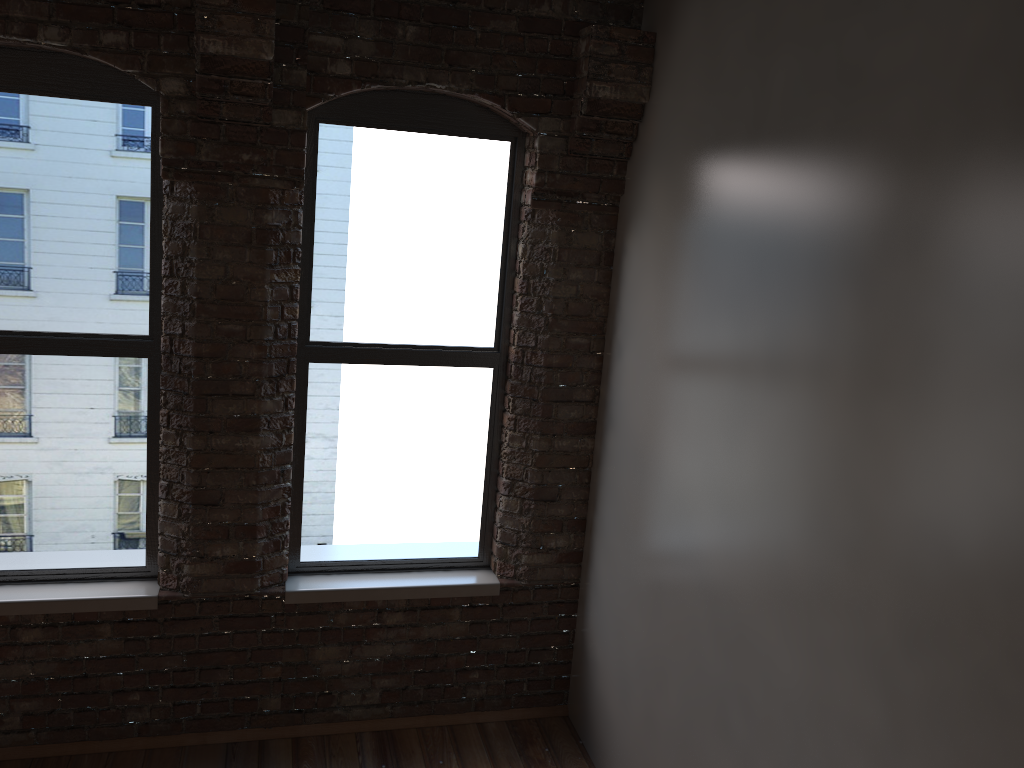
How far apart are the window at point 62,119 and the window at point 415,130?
0.55m

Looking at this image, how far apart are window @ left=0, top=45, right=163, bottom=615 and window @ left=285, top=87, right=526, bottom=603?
0.5m

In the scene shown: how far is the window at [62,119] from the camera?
3.39m

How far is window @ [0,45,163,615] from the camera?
3.4m

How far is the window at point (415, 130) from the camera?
3.7 meters

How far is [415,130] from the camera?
3.71m

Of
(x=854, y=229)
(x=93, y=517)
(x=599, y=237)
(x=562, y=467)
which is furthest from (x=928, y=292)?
(x=93, y=517)

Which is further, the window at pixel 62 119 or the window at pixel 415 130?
the window at pixel 415 130

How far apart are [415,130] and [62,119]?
1.4 meters
